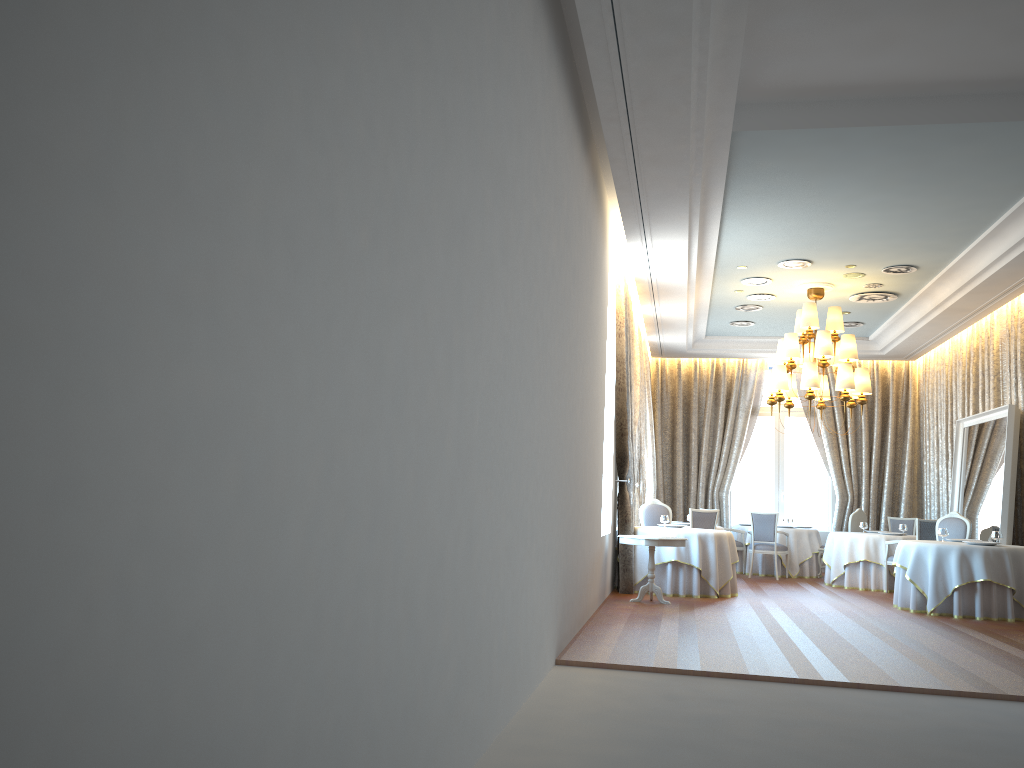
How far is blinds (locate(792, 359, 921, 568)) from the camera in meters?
16.6 m

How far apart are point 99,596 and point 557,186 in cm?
513

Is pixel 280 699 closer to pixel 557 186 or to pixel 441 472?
pixel 441 472

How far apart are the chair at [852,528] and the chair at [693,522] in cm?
323

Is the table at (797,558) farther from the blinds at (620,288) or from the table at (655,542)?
the table at (655,542)

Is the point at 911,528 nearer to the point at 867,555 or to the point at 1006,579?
the point at 867,555

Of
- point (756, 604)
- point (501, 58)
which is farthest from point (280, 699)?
point (756, 604)

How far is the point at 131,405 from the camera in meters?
1.5 m

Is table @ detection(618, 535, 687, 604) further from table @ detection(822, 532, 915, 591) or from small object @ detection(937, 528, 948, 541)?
table @ detection(822, 532, 915, 591)

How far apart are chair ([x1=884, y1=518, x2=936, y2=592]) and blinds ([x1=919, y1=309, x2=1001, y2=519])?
1.9m
